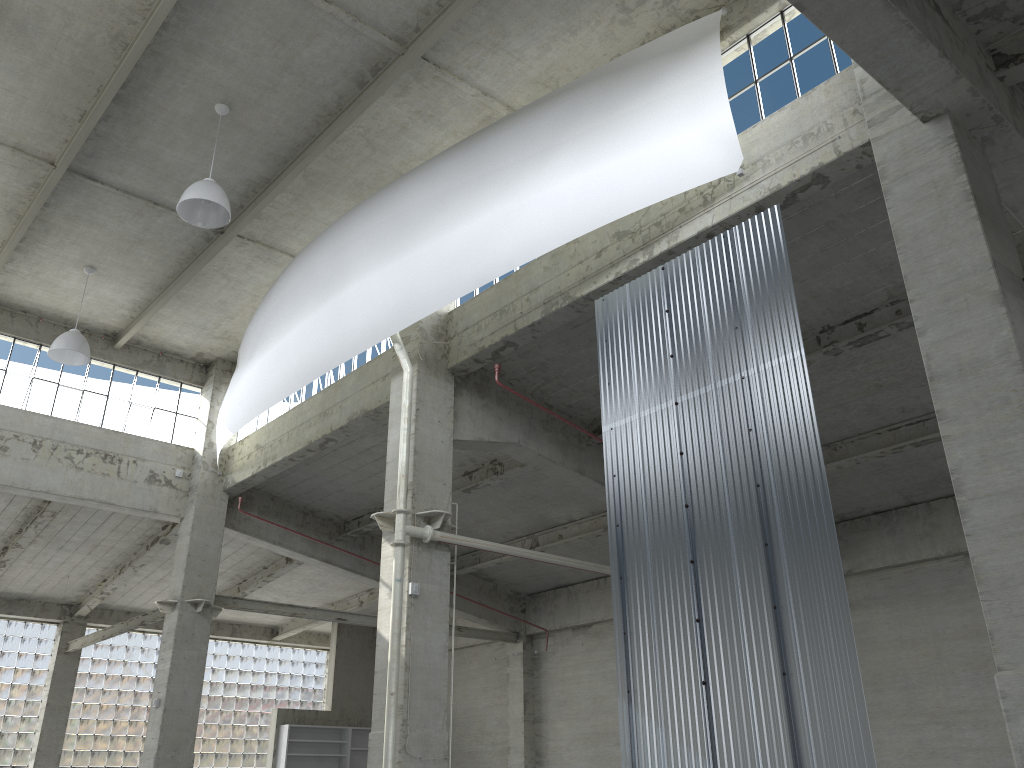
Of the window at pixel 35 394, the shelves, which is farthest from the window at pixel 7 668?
the window at pixel 35 394

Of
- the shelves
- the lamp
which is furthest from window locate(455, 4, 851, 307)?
the shelves

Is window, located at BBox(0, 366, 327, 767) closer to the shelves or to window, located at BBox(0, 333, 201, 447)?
the shelves

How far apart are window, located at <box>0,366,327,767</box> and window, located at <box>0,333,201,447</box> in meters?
15.0

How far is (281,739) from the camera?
38.7m

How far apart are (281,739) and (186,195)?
28.7m

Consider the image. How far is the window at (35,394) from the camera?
28.09m

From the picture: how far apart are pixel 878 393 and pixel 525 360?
8.7m

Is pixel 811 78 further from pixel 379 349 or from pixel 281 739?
pixel 281 739

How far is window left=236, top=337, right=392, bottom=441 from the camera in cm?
2559
